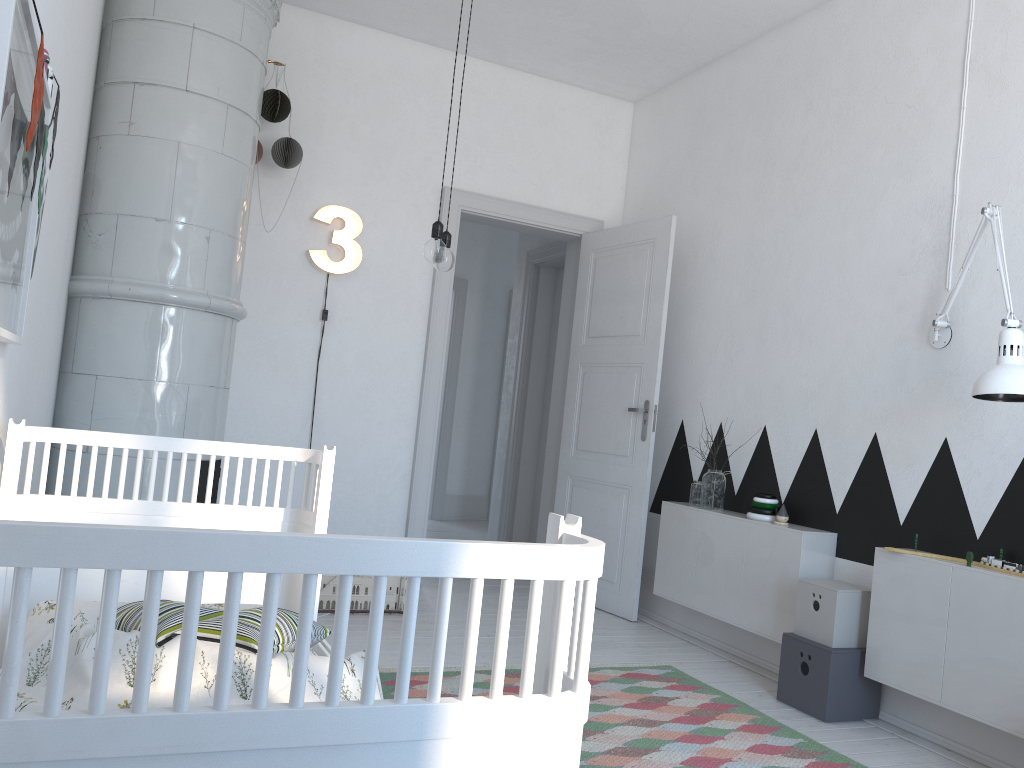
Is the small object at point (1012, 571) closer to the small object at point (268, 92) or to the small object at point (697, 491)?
the small object at point (697, 491)

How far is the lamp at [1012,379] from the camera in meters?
2.6

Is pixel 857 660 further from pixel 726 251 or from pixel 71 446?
pixel 71 446

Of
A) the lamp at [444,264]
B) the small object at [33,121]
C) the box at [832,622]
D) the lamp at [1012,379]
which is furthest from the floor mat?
the small object at [33,121]

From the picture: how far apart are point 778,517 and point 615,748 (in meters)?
1.42

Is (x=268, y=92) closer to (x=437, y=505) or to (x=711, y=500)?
(x=711, y=500)

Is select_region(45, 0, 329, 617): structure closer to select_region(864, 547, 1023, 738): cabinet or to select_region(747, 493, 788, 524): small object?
select_region(747, 493, 788, 524): small object

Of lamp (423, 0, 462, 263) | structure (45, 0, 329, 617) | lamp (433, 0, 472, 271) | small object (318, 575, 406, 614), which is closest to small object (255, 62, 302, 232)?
structure (45, 0, 329, 617)

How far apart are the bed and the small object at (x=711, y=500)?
2.39m

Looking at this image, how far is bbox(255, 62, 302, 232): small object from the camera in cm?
422
